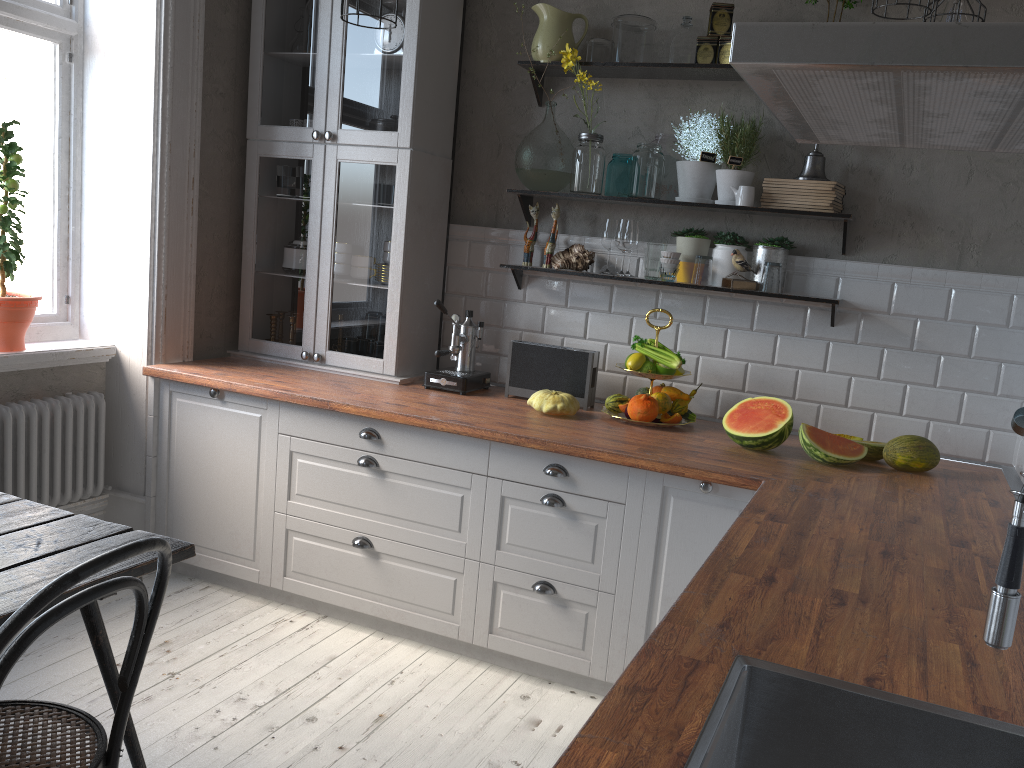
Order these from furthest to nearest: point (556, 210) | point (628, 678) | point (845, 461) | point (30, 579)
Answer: point (556, 210) < point (845, 461) < point (30, 579) < point (628, 678)

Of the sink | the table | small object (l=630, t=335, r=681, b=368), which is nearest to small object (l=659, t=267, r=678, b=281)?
small object (l=630, t=335, r=681, b=368)

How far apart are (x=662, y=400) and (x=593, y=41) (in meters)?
1.40

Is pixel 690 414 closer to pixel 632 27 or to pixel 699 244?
pixel 699 244

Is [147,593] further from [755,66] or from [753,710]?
[755,66]

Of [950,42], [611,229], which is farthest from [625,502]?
[950,42]

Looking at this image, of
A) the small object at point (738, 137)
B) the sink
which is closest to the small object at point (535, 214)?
the small object at point (738, 137)

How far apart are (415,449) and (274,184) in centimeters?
144cm

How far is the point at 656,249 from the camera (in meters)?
3.33

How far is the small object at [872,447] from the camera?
2.88m
